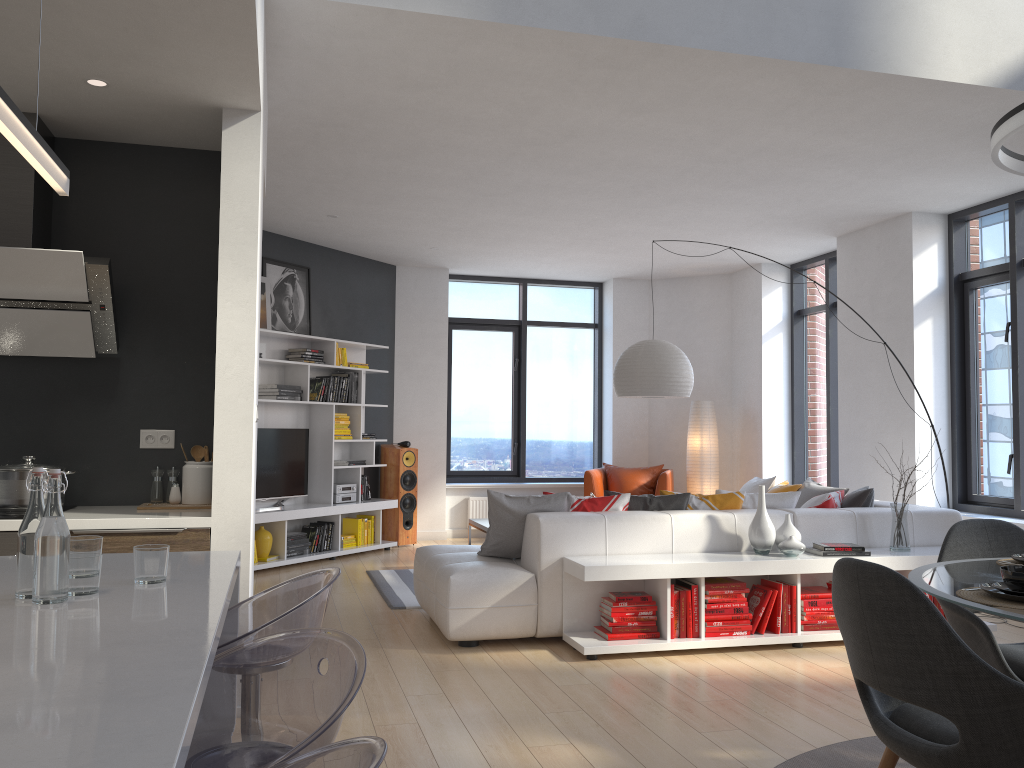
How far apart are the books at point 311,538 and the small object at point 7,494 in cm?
445

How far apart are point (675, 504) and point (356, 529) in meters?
4.0 m

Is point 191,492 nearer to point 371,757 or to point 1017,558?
point 371,757

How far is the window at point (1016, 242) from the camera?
6.56m

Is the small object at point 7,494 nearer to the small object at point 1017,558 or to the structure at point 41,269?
the structure at point 41,269

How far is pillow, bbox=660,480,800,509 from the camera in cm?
557

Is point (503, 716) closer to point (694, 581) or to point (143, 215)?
point (694, 581)

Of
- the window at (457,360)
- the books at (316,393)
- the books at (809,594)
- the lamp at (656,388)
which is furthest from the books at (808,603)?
the window at (457,360)

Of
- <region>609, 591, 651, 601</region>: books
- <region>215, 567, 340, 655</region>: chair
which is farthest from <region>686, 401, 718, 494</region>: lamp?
<region>215, 567, 340, 655</region>: chair

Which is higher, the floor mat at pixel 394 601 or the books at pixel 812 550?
the books at pixel 812 550
